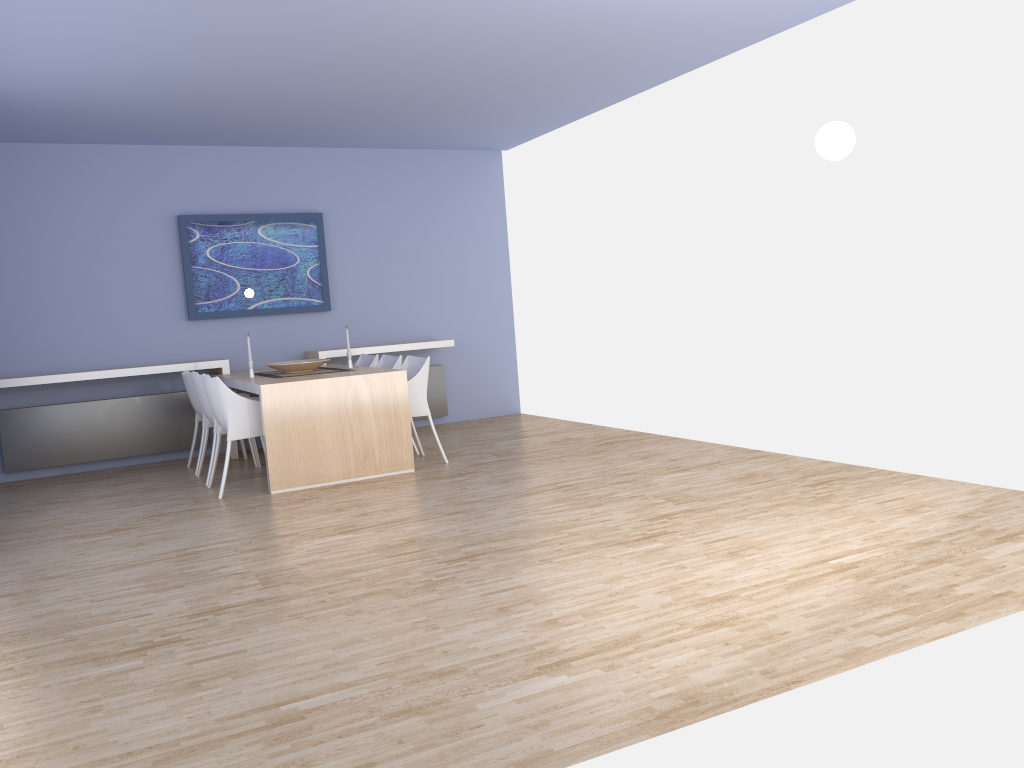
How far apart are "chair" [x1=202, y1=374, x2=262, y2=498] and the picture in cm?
176

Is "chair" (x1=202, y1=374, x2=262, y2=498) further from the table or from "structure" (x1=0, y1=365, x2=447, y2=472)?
"structure" (x1=0, y1=365, x2=447, y2=472)

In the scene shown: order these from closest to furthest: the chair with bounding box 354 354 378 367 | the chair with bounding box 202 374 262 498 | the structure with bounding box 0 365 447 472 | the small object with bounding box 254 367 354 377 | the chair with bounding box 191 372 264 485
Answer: the chair with bounding box 202 374 262 498 → the chair with bounding box 191 372 264 485 → the small object with bounding box 254 367 354 377 → the structure with bounding box 0 365 447 472 → the chair with bounding box 354 354 378 367

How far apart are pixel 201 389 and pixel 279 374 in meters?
0.6

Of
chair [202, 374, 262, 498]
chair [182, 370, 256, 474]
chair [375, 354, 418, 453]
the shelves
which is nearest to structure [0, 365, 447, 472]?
the shelves

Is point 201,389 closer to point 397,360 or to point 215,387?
point 215,387

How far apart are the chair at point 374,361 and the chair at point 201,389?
1.4 meters

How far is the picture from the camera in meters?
7.7

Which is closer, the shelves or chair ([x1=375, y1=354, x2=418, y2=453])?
the shelves

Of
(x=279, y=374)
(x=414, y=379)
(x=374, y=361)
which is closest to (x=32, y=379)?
(x=279, y=374)
